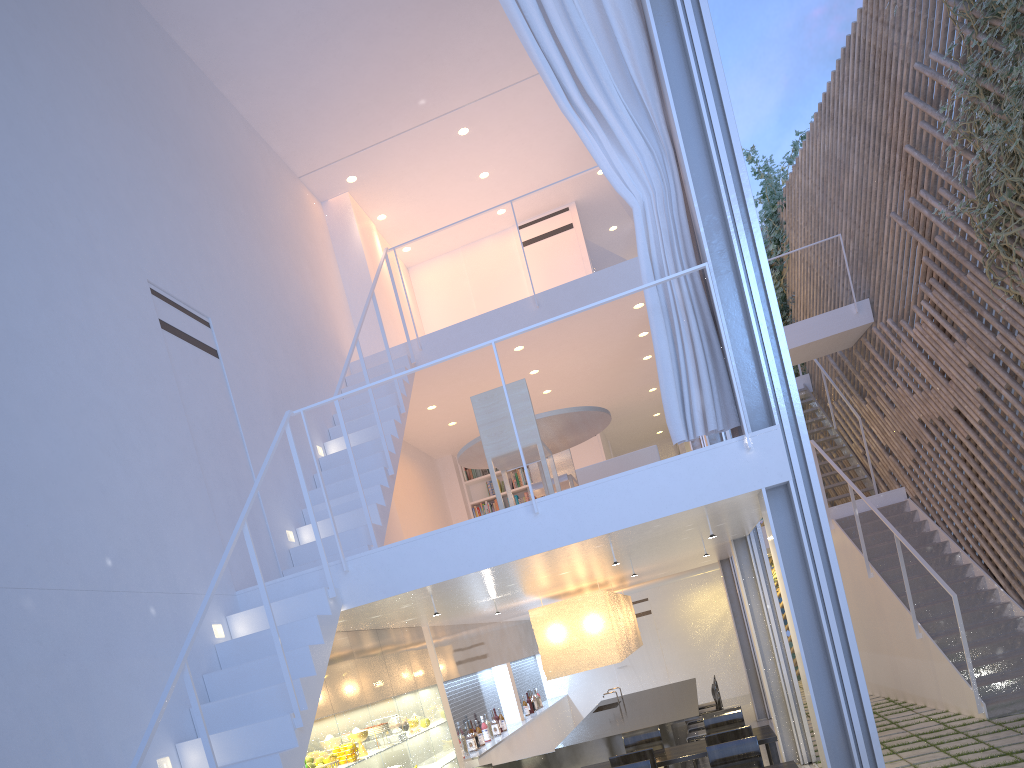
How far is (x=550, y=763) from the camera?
4.28m

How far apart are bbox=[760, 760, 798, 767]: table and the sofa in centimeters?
165cm

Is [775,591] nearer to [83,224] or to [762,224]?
[83,224]

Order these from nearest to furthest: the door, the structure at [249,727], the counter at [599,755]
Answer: the structure at [249,727]
the counter at [599,755]
the door

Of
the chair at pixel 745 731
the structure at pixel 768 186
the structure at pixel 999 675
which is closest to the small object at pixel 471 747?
the chair at pixel 745 731

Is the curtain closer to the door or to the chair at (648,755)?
the chair at (648,755)

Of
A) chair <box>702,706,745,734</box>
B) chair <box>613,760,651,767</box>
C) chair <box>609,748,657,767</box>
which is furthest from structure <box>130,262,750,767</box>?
→ chair <box>702,706,745,734</box>

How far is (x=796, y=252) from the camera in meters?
7.9

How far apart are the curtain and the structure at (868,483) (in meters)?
4.40

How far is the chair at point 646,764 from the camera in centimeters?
294cm
